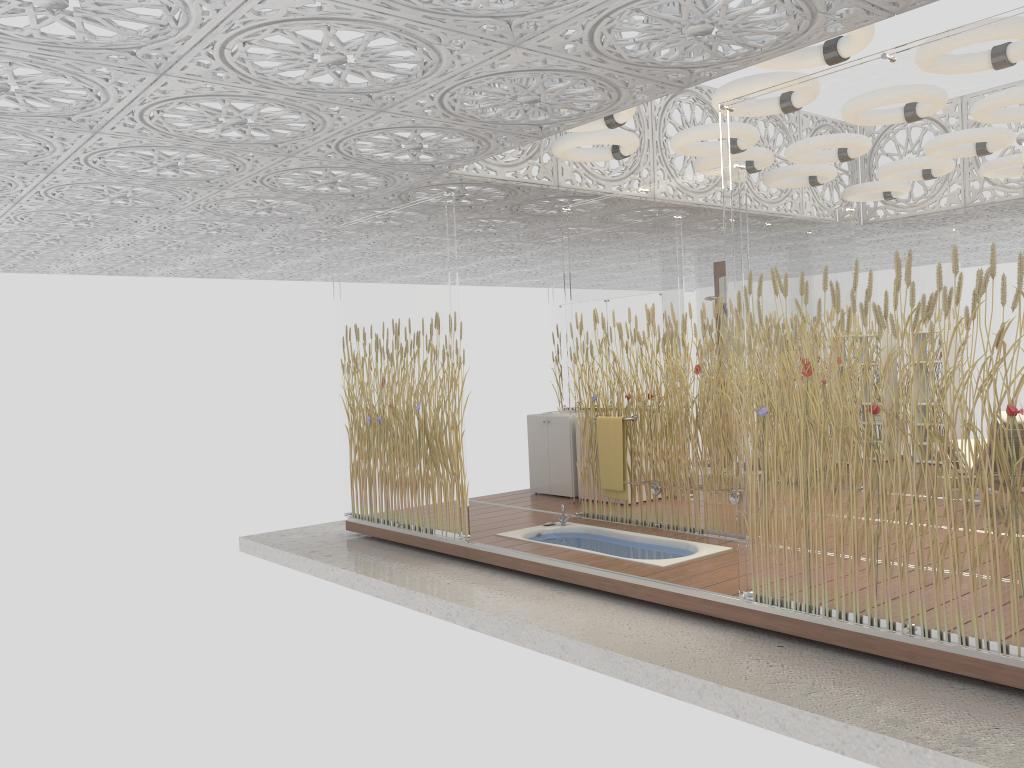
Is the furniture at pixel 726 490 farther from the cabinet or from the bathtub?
the cabinet

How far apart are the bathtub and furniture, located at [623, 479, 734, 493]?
0.4 meters

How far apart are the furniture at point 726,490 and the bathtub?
0.39m

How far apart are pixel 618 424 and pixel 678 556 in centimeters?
128cm

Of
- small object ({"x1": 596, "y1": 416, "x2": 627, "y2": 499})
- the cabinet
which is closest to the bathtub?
small object ({"x1": 596, "y1": 416, "x2": 627, "y2": 499})

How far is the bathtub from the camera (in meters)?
6.00

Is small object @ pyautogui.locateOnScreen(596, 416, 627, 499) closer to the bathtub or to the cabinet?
the bathtub

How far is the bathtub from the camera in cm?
600

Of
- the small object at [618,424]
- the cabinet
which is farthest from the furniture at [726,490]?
Result: the cabinet

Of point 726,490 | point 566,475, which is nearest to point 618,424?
point 726,490
